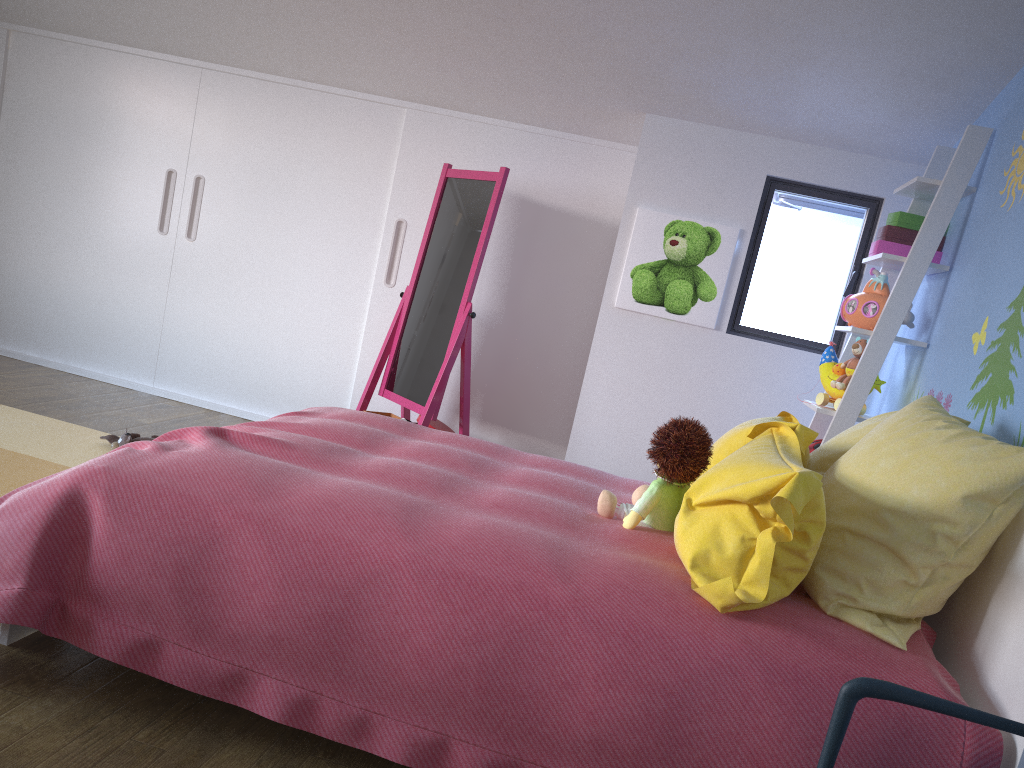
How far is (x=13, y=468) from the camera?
3.1 meters

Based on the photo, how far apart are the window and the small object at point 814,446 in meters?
0.7 m

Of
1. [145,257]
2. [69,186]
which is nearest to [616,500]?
[145,257]

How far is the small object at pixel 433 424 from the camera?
4.11m

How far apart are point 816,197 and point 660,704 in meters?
2.8

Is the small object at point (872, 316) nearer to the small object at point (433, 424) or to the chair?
the small object at point (433, 424)

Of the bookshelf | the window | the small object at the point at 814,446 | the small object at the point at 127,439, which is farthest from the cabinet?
the small object at the point at 814,446

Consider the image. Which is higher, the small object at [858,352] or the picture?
the picture

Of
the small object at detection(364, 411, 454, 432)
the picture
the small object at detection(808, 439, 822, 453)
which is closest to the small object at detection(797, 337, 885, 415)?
the small object at detection(808, 439, 822, 453)

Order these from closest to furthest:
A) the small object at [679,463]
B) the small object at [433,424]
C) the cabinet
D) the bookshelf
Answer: the small object at [679,463] → the bookshelf → the small object at [433,424] → the cabinet
